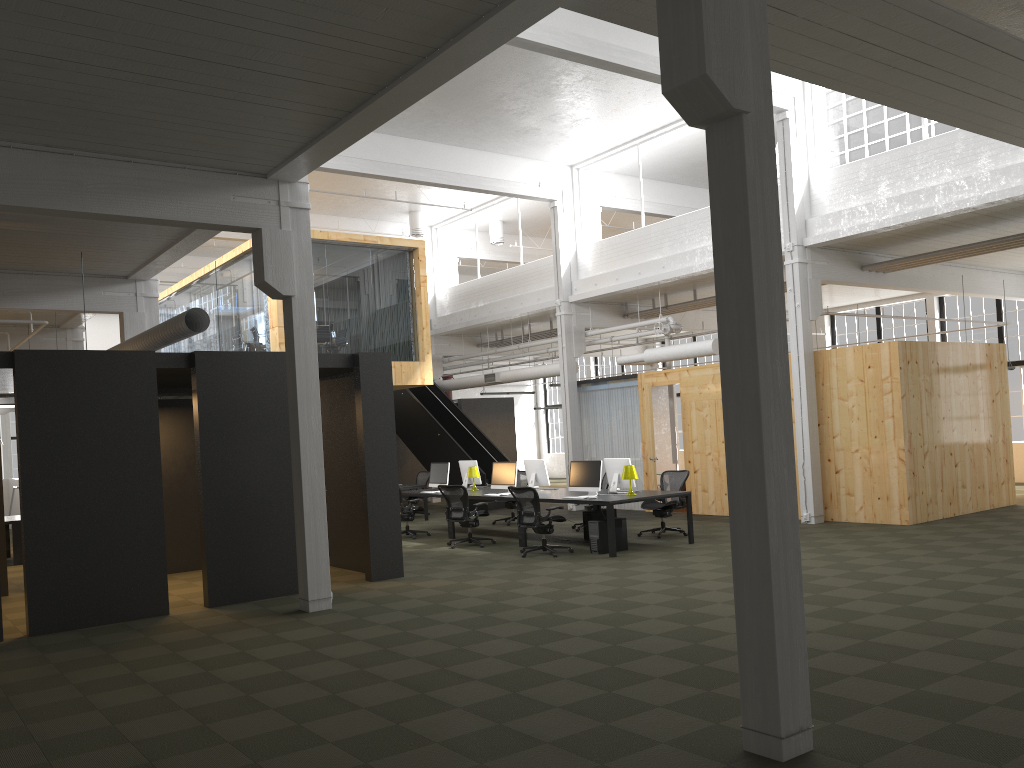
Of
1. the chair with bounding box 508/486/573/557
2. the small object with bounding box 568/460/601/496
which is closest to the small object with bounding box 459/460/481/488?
the small object with bounding box 568/460/601/496

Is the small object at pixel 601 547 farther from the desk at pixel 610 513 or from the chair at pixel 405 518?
the chair at pixel 405 518

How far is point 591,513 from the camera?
13.7 meters

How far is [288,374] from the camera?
9.4 meters

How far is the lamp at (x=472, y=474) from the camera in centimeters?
1578cm

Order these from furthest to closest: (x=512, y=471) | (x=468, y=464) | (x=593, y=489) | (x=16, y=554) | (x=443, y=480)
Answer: (x=468, y=464) → (x=443, y=480) → (x=16, y=554) → (x=512, y=471) → (x=593, y=489)

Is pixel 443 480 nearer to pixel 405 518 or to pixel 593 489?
pixel 405 518

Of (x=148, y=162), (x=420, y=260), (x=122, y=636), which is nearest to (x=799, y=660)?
(x=122, y=636)

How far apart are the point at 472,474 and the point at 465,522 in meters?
2.2 m

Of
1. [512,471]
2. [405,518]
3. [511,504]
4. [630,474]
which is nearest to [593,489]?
[630,474]
